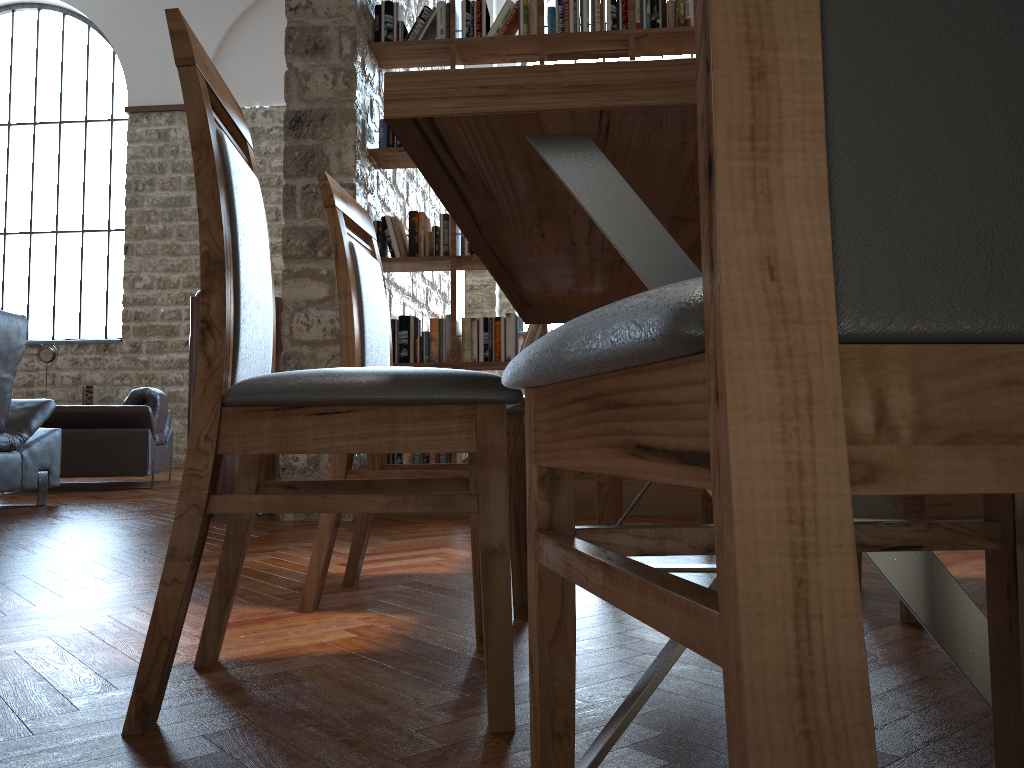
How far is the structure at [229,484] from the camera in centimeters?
423cm

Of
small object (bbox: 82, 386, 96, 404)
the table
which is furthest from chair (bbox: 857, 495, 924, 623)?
small object (bbox: 82, 386, 96, 404)

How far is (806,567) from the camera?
0.36m

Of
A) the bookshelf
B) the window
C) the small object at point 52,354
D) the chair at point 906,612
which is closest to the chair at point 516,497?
the chair at point 906,612

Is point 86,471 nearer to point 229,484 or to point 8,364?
point 8,364

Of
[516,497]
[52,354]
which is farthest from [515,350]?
[52,354]

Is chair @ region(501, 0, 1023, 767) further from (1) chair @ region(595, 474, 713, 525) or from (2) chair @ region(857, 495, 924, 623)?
(1) chair @ region(595, 474, 713, 525)

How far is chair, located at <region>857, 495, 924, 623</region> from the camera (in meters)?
1.80

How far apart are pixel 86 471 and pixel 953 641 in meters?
6.3 m

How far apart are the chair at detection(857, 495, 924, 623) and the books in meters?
2.5
